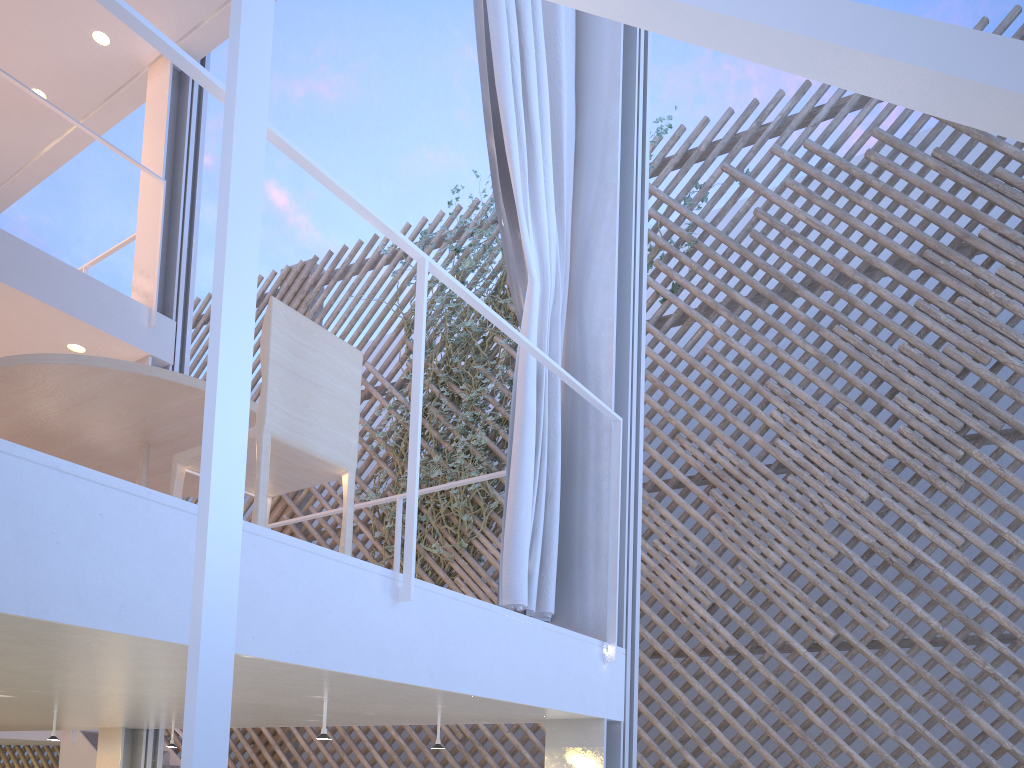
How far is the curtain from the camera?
1.7m

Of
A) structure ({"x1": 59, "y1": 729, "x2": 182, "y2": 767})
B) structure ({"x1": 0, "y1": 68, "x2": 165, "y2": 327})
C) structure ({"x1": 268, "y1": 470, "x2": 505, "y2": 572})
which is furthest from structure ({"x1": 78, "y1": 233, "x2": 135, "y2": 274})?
structure ({"x1": 59, "y1": 729, "x2": 182, "y2": 767})

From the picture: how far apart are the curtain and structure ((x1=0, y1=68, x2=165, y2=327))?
1.86m

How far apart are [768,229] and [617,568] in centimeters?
276cm

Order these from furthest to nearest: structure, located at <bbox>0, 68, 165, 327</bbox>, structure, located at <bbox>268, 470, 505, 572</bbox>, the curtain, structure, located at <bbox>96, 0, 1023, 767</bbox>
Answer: structure, located at <bbox>0, 68, 165, 327</bbox>
structure, located at <bbox>268, 470, 505, 572</bbox>
the curtain
structure, located at <bbox>96, 0, 1023, 767</bbox>

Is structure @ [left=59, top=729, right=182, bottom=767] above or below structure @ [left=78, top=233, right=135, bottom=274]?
below

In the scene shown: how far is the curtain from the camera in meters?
1.7

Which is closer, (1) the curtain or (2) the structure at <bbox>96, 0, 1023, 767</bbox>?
(2) the structure at <bbox>96, 0, 1023, 767</bbox>

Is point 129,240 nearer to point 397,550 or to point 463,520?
point 463,520

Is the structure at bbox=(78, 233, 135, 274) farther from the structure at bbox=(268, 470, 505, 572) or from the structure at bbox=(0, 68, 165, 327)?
the structure at bbox=(268, 470, 505, 572)
